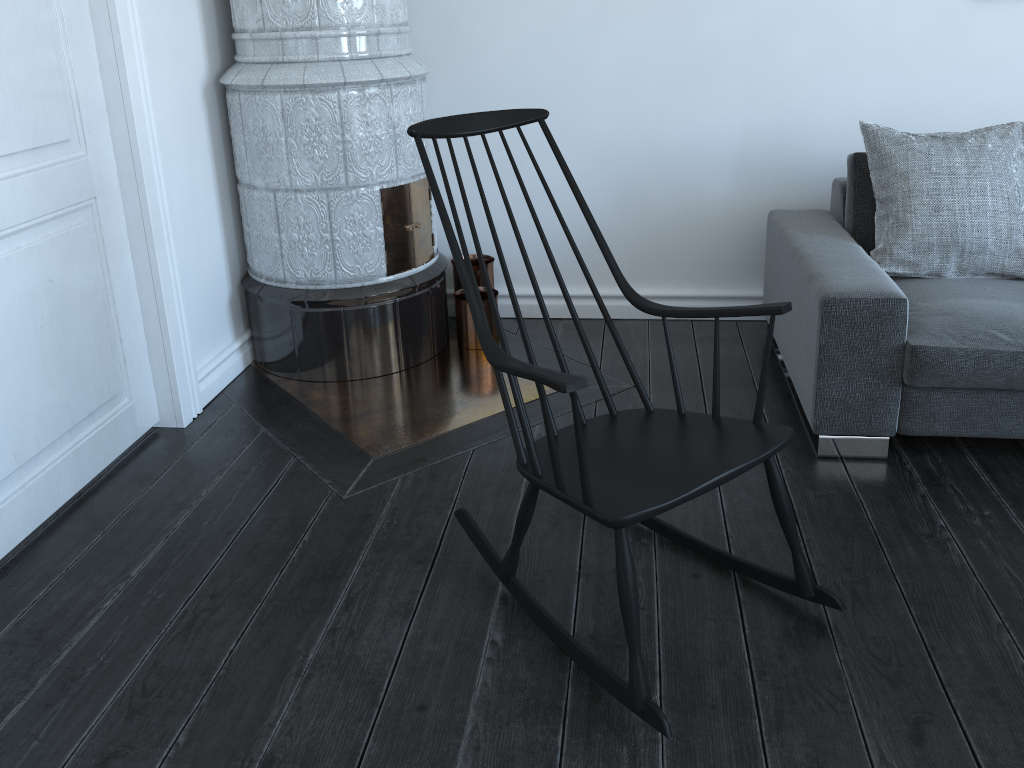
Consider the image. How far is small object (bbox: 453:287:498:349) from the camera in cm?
329

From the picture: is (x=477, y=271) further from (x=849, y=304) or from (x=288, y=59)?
(x=849, y=304)

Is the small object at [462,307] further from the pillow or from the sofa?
the pillow

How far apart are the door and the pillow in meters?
2.1 m

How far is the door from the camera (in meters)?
2.13

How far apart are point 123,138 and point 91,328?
0.5m

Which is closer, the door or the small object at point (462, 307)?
the door

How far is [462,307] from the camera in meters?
3.3 m

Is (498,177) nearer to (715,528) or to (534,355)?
(715,528)

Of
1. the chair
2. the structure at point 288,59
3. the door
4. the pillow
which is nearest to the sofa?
the pillow
